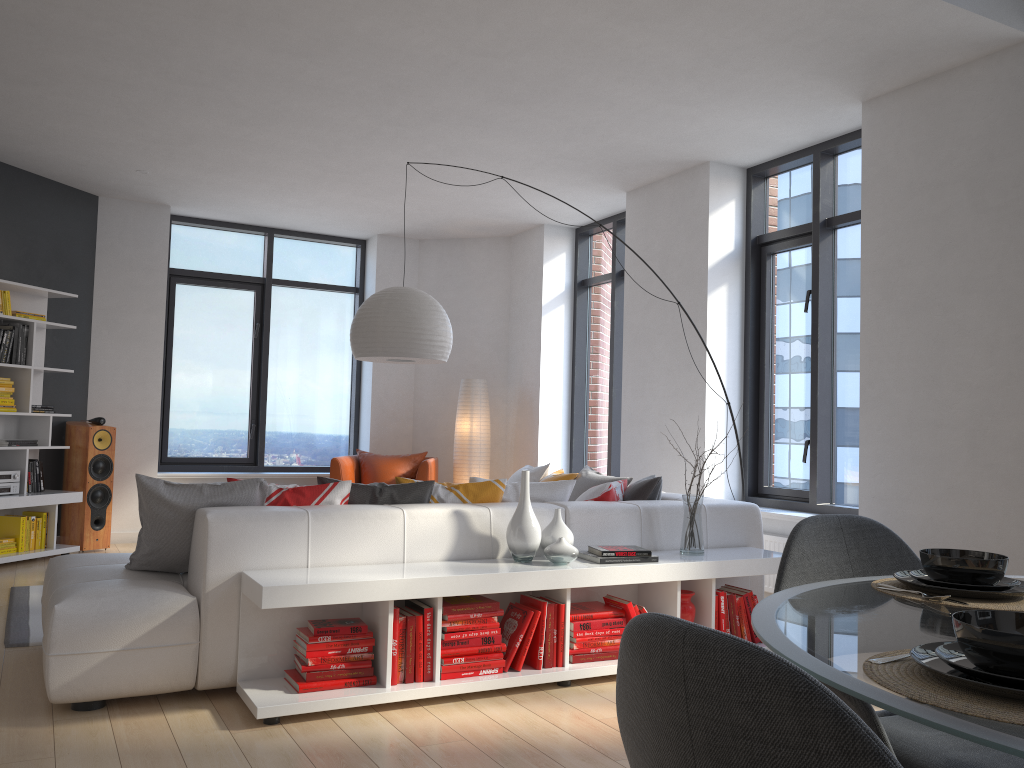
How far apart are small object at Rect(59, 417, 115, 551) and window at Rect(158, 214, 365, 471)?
1.0m

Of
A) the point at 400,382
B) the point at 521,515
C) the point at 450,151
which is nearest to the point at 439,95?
the point at 450,151

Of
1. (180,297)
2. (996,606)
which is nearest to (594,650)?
(996,606)

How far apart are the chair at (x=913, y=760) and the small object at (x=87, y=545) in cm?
643

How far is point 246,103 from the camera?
5.4m

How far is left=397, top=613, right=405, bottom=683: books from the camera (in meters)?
3.44

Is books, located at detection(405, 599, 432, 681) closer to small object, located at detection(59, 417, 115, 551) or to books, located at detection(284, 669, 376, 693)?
books, located at detection(284, 669, 376, 693)

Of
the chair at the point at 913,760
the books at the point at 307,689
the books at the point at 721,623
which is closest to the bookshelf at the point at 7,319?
the books at the point at 307,689

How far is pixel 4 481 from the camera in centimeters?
641cm

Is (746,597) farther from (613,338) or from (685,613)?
(613,338)
